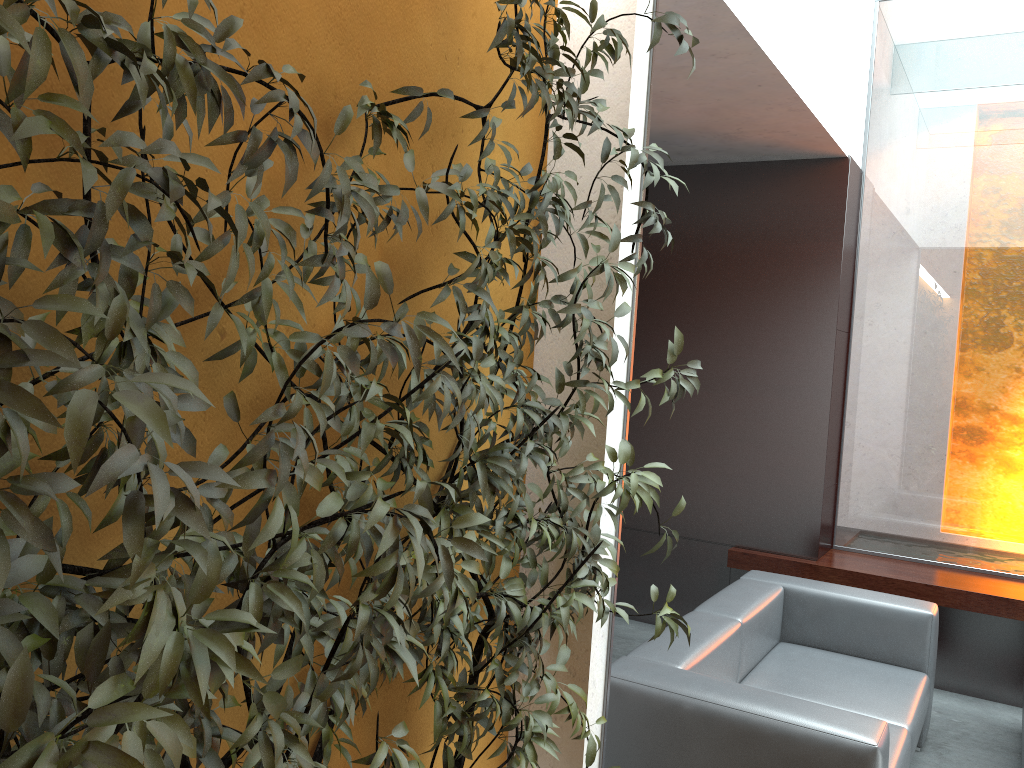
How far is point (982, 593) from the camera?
4.77m

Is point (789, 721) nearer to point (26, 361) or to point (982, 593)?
point (26, 361)

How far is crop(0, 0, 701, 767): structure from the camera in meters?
0.9 m

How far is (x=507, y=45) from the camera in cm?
164

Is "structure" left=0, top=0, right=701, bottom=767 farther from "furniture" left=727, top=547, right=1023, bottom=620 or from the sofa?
"furniture" left=727, top=547, right=1023, bottom=620

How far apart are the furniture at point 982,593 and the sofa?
0.8 meters

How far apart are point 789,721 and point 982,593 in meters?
2.6

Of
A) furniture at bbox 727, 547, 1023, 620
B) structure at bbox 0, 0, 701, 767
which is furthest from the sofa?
furniture at bbox 727, 547, 1023, 620

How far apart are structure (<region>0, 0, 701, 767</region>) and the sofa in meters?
0.6

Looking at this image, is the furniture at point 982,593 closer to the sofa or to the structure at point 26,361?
the sofa
